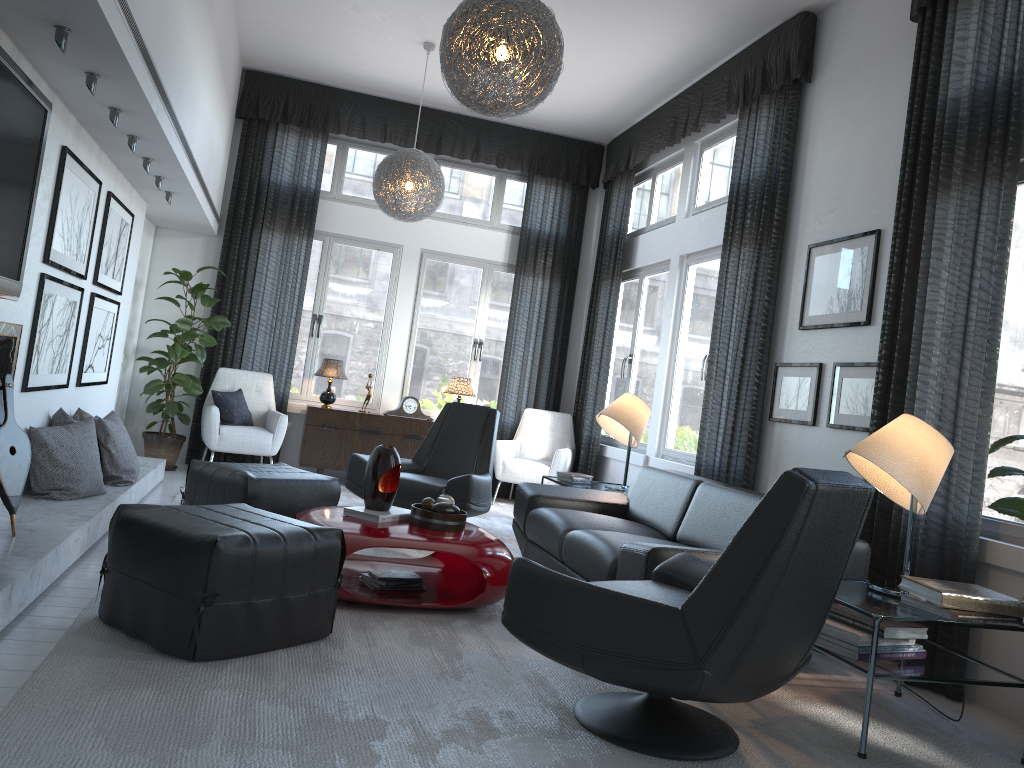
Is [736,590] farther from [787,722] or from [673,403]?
[673,403]

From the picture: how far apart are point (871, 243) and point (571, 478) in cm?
235

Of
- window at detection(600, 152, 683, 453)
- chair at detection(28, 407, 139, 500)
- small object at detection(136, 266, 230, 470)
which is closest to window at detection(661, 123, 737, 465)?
window at detection(600, 152, 683, 453)

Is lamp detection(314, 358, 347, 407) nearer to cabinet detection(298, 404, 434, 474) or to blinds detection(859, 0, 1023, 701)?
cabinet detection(298, 404, 434, 474)

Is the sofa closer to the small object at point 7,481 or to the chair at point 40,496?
Answer: the chair at point 40,496

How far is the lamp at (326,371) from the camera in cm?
713

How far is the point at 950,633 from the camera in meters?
3.4 m

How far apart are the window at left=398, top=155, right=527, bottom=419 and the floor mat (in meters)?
1.13

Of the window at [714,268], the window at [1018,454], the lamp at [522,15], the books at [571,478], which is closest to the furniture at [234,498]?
the books at [571,478]

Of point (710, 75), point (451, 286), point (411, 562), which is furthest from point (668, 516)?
point (451, 286)
